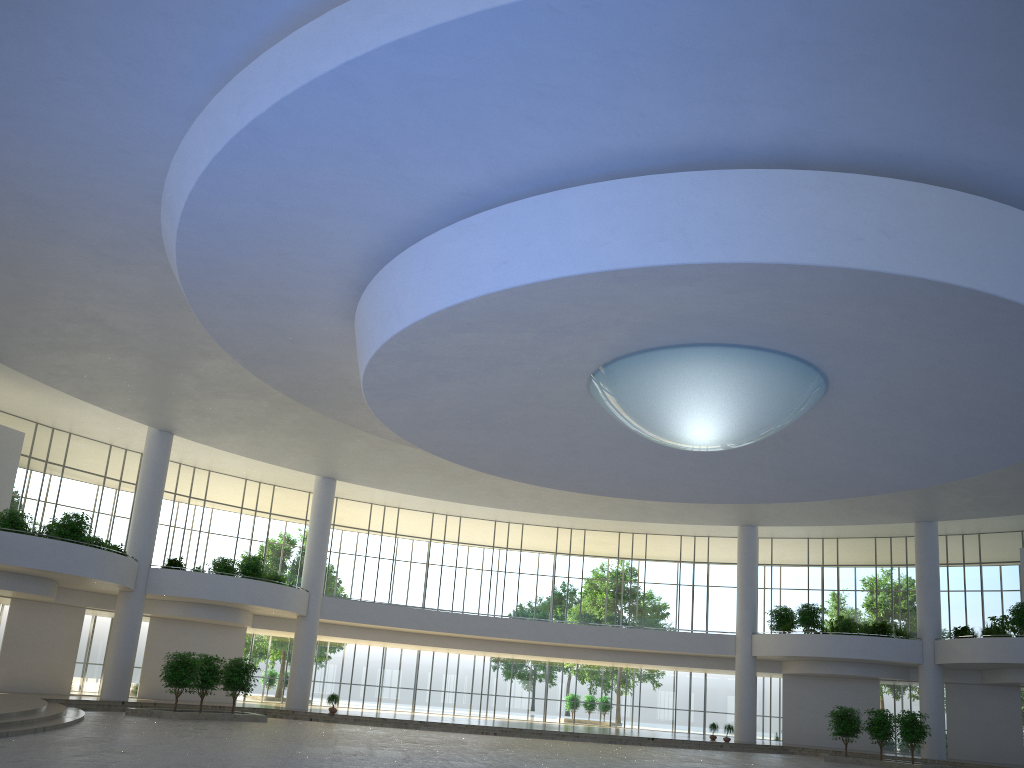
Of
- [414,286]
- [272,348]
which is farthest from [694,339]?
[272,348]

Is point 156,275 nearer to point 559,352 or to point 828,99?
point 559,352

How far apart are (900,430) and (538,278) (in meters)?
26.44
